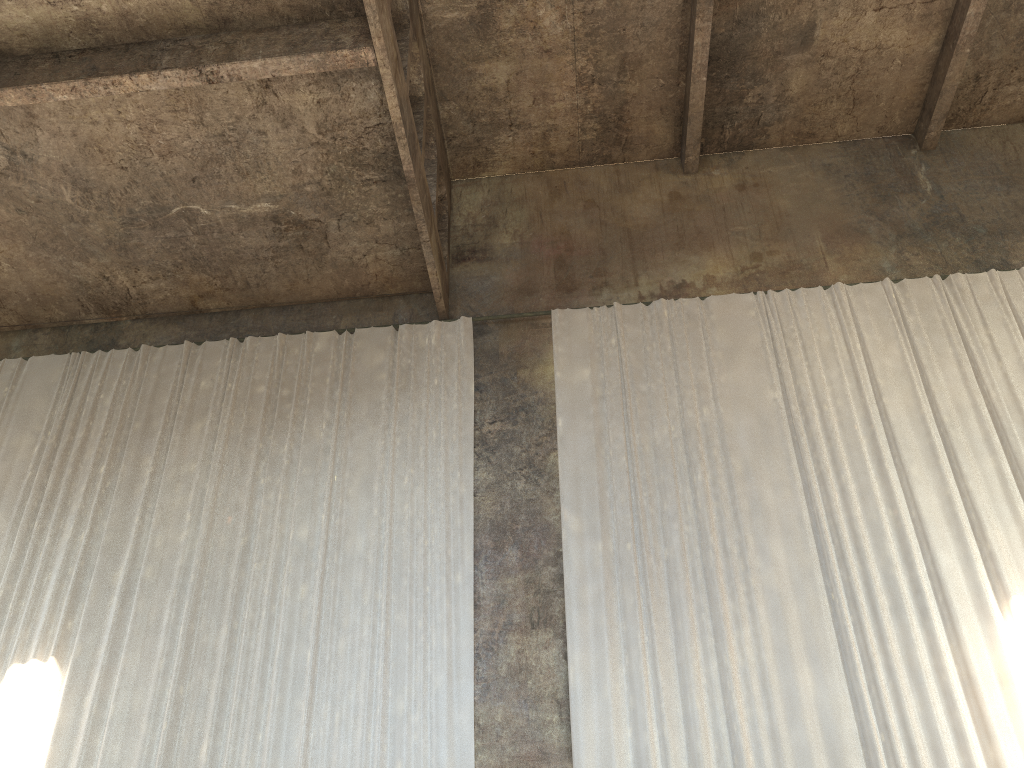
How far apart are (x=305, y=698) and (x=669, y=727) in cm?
332

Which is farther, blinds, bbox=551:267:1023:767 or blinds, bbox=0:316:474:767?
blinds, bbox=0:316:474:767

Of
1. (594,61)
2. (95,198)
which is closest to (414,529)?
(95,198)

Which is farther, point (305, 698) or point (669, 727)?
point (305, 698)

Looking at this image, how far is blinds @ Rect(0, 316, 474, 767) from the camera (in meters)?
8.13

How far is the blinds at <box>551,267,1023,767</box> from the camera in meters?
7.6

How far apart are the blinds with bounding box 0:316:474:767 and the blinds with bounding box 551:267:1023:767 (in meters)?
0.94

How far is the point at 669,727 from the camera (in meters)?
7.64

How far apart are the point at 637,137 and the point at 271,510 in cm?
725

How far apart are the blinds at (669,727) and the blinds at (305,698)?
0.9m
